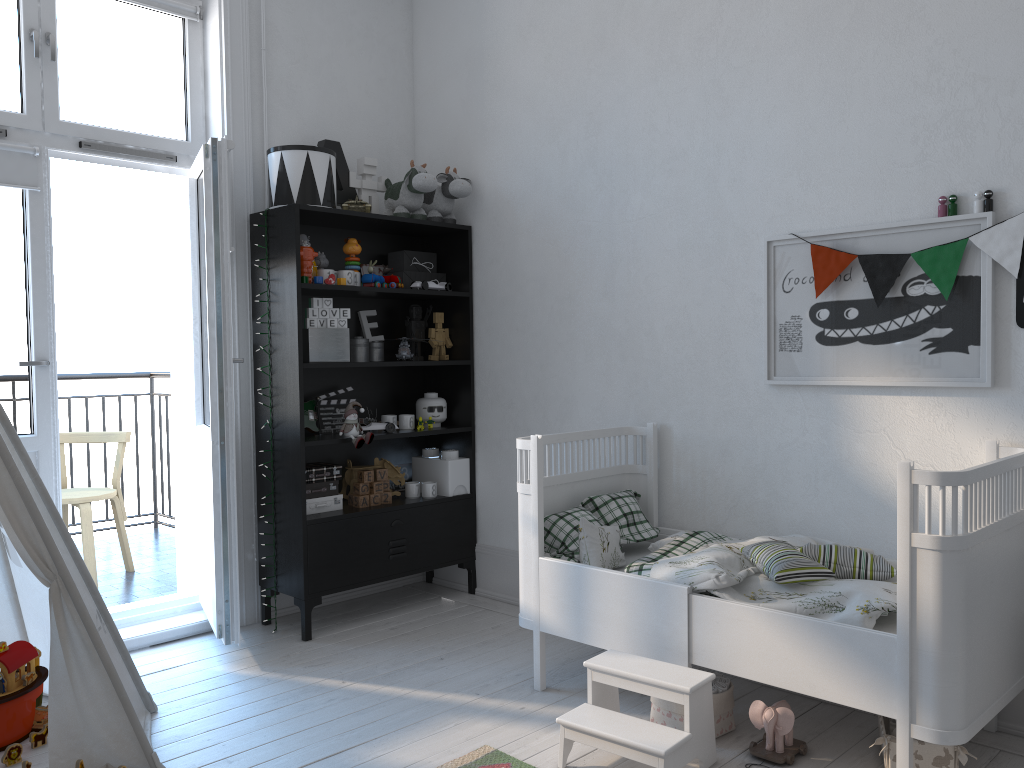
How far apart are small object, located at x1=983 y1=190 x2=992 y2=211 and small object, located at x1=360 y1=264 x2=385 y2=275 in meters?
2.5 m

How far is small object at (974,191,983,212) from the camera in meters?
2.5

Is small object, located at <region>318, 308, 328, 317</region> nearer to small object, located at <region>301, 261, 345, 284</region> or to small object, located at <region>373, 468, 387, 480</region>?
small object, located at <region>301, 261, 345, 284</region>

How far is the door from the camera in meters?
3.1 m

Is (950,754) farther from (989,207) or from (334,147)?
(334,147)

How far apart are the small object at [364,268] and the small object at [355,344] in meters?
0.3 m

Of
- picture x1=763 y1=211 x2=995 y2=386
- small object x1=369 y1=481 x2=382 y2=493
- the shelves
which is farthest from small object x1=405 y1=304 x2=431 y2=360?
picture x1=763 y1=211 x2=995 y2=386

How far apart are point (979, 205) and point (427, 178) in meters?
2.1 m

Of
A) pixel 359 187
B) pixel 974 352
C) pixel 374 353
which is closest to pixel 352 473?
pixel 374 353

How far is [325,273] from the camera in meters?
3.5
